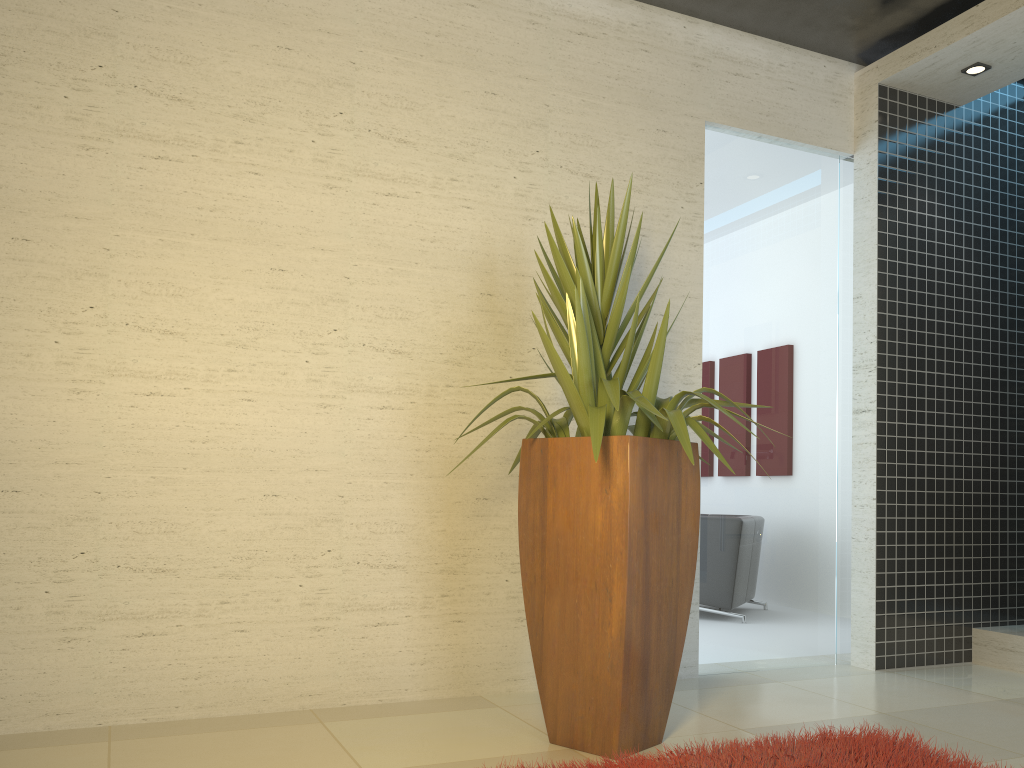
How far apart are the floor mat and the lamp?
3.5m

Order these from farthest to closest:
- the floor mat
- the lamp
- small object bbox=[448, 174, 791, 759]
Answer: the lamp
small object bbox=[448, 174, 791, 759]
the floor mat

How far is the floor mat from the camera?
2.7 meters

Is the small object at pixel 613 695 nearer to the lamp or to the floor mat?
the floor mat

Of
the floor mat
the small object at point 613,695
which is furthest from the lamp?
the floor mat

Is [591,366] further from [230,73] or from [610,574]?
[230,73]

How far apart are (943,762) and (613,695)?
1.0 meters

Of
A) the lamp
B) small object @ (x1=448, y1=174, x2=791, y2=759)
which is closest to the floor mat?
small object @ (x1=448, y1=174, x2=791, y2=759)

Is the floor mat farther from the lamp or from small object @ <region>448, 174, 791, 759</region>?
the lamp

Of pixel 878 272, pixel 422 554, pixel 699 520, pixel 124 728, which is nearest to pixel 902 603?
pixel 878 272
